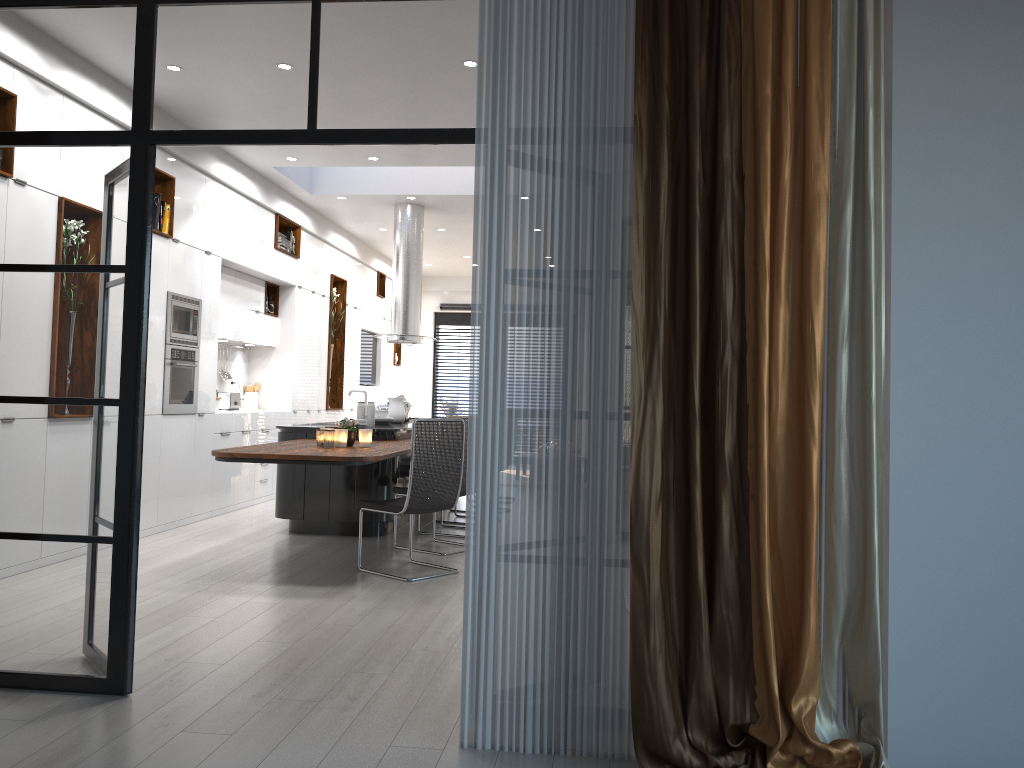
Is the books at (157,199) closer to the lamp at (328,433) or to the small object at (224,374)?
the lamp at (328,433)

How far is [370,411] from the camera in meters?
7.6

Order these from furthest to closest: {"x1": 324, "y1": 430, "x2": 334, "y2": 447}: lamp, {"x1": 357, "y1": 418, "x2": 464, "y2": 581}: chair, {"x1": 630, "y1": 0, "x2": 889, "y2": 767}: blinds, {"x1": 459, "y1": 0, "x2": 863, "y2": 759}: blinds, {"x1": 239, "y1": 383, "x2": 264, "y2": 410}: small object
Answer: {"x1": 239, "y1": 383, "x2": 264, "y2": 410}: small object < {"x1": 324, "y1": 430, "x2": 334, "y2": 447}: lamp < {"x1": 357, "y1": 418, "x2": 464, "y2": 581}: chair < {"x1": 459, "y1": 0, "x2": 863, "y2": 759}: blinds < {"x1": 630, "y1": 0, "x2": 889, "y2": 767}: blinds

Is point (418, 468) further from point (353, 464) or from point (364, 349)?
point (364, 349)

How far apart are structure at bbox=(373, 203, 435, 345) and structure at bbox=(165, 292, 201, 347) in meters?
2.4 m

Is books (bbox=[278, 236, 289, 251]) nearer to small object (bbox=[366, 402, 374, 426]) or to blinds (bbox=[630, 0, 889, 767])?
small object (bbox=[366, 402, 374, 426])

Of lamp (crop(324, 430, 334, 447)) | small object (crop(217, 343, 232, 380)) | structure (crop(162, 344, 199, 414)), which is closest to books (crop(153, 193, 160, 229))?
structure (crop(162, 344, 199, 414))

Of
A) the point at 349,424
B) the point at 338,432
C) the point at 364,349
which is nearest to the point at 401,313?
the point at 364,349

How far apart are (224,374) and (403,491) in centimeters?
371cm

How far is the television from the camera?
13.4 meters
